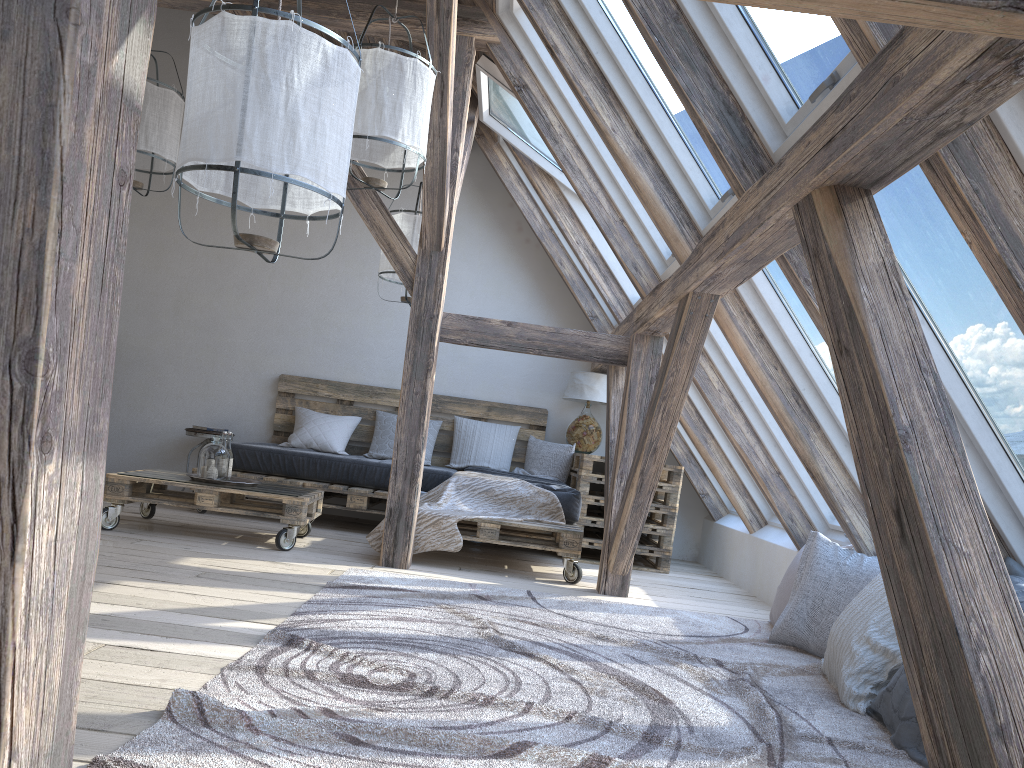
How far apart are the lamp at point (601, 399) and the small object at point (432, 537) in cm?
122

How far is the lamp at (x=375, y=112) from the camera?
3.6m

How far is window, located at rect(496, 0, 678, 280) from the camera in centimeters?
447cm

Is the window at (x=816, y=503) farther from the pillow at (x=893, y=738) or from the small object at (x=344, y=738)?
the pillow at (x=893, y=738)

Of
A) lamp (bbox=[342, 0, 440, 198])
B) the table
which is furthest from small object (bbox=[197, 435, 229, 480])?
the table

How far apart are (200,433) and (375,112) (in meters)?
3.48

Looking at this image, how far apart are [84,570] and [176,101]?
4.3m

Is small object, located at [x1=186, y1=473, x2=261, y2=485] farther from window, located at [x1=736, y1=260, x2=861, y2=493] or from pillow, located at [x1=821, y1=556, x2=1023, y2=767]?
pillow, located at [x1=821, y1=556, x2=1023, y2=767]

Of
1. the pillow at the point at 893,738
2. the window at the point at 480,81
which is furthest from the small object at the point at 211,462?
the pillow at the point at 893,738

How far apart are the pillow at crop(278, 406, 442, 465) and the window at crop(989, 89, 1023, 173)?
5.0m
